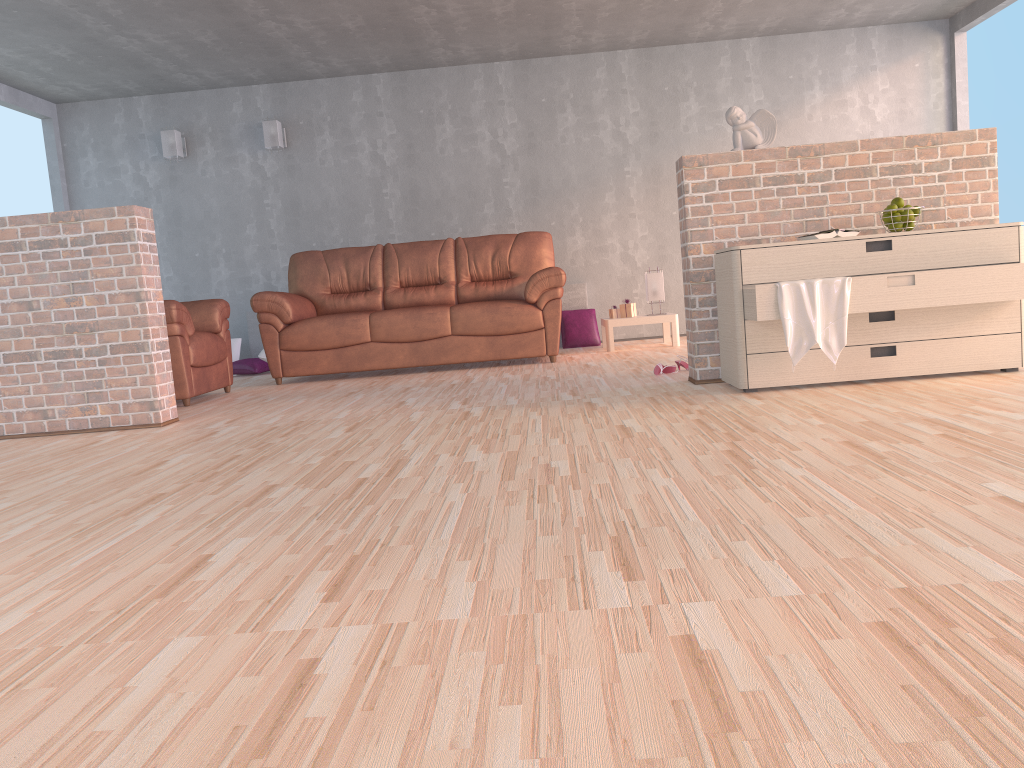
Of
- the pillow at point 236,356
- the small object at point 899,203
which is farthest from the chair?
the small object at point 899,203

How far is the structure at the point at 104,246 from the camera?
4.2m

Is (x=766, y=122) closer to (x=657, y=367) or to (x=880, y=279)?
(x=880, y=279)

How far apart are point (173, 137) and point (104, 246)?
3.8 meters

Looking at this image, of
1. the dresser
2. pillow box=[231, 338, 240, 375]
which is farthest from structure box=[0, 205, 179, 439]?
pillow box=[231, 338, 240, 375]

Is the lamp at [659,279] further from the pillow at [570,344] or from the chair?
the chair

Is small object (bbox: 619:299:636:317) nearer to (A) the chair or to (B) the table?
(B) the table

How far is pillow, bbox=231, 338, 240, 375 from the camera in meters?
7.6

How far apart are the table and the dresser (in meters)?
2.66

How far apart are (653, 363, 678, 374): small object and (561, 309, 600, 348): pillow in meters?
2.7 m
